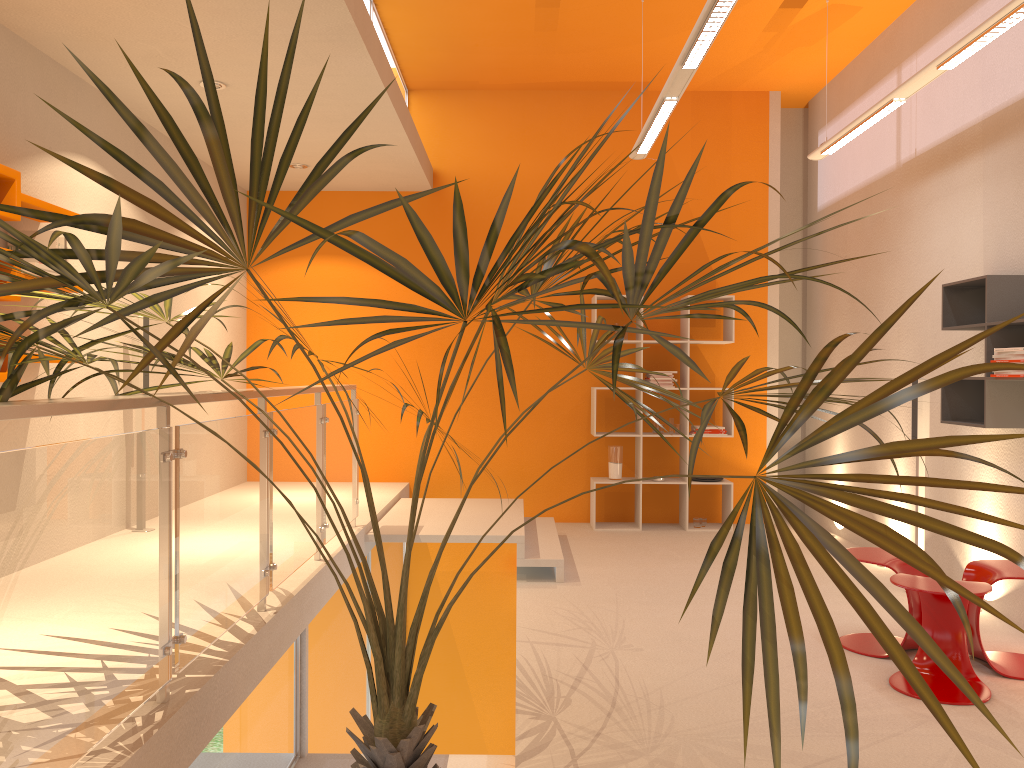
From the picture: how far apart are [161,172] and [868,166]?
5.2m

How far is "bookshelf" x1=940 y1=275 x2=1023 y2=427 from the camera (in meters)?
4.56

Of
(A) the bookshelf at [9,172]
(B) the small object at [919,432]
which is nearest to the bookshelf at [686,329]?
(B) the small object at [919,432]

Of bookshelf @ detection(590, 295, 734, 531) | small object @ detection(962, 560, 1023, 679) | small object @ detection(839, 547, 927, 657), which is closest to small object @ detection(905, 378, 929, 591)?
small object @ detection(839, 547, 927, 657)

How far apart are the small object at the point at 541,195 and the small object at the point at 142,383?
2.1m

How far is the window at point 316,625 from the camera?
4.5m

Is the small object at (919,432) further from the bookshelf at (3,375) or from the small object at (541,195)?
the bookshelf at (3,375)

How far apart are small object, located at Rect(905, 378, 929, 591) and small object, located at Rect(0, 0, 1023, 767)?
2.6 meters

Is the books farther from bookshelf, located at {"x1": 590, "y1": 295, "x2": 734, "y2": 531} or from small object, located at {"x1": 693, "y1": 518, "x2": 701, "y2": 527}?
small object, located at {"x1": 693, "y1": 518, "x2": 701, "y2": 527}

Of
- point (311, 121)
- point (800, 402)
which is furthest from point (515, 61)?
point (800, 402)
